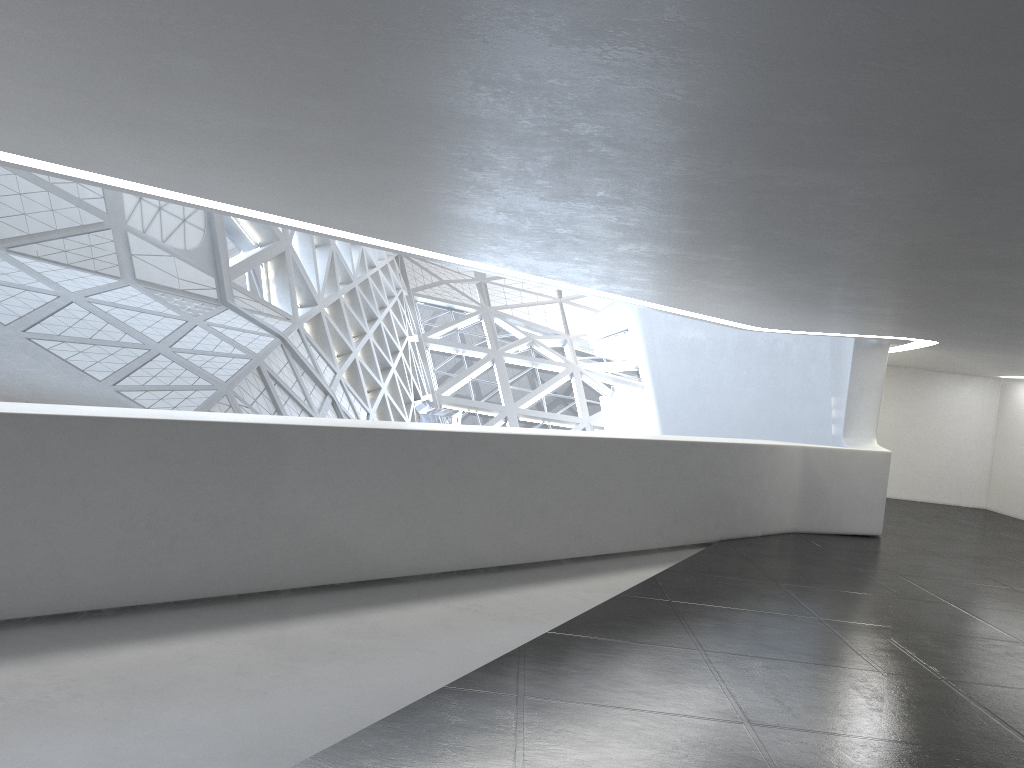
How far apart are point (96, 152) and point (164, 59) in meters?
2.9
